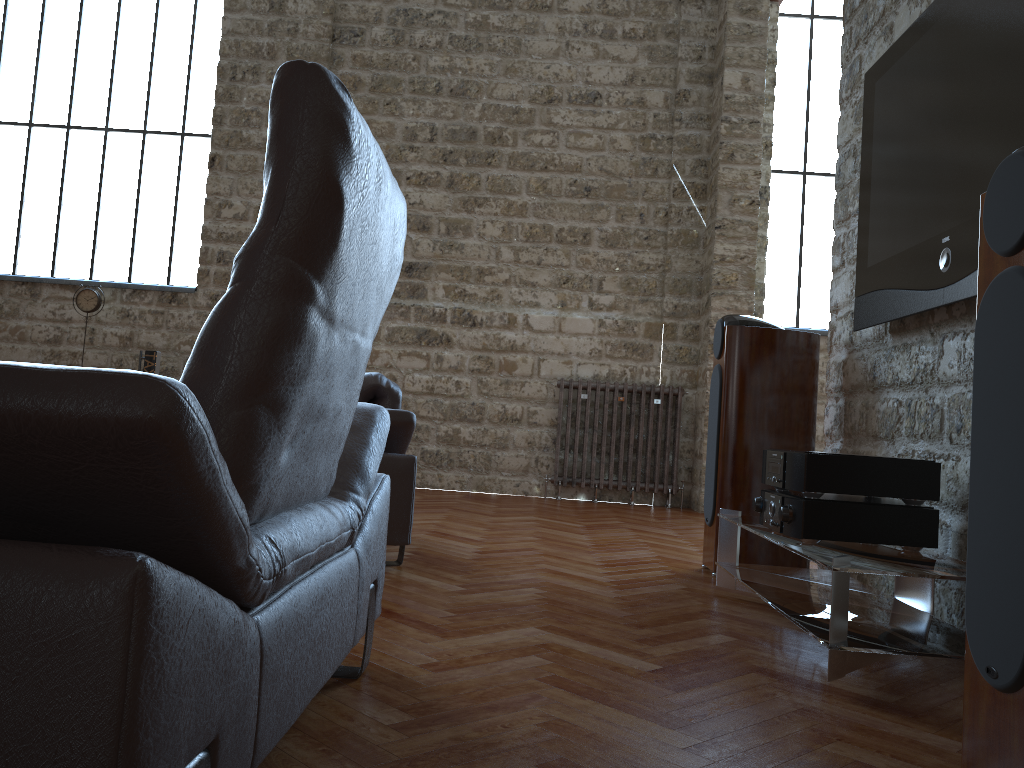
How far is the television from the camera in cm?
245

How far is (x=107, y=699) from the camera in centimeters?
78cm

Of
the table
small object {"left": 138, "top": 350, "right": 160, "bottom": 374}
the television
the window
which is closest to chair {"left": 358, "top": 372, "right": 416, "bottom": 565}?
the table

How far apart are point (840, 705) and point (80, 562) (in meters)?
1.74

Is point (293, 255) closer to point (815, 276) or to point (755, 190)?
point (755, 190)

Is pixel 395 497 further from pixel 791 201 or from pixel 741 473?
pixel 791 201

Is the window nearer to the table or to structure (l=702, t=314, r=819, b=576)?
structure (l=702, t=314, r=819, b=576)

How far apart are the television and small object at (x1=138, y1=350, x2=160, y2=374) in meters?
5.5

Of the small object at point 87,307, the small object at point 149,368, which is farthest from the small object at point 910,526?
the small object at point 87,307

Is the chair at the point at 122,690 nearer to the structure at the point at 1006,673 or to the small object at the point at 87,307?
the structure at the point at 1006,673
